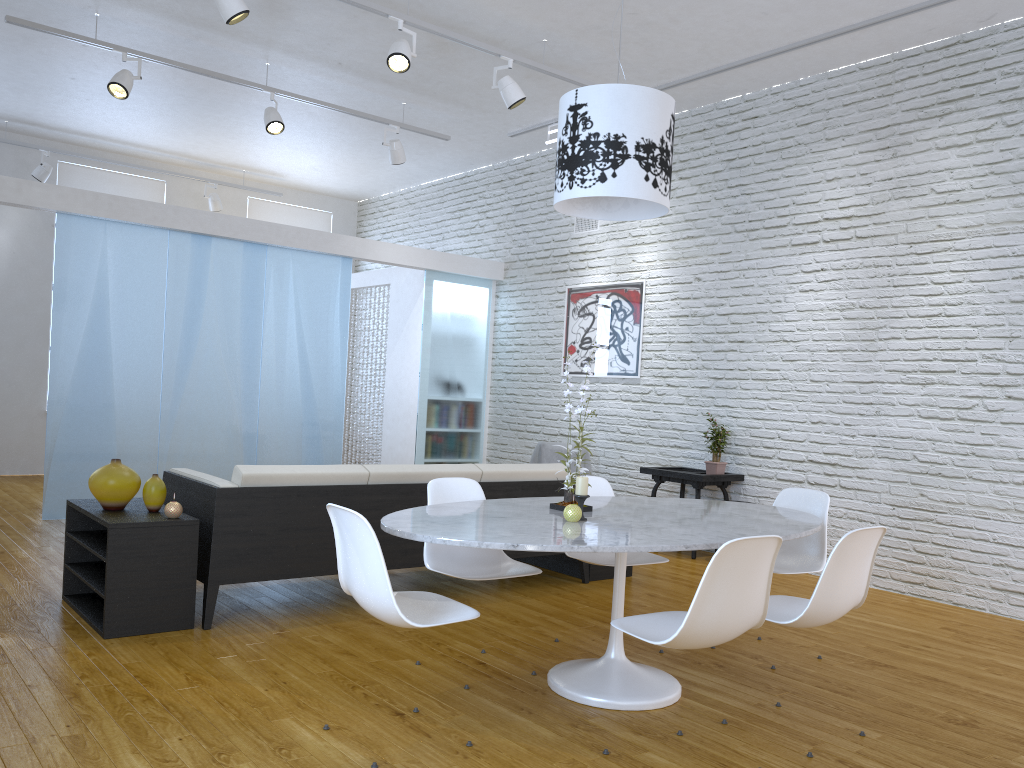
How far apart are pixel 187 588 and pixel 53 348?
3.2m

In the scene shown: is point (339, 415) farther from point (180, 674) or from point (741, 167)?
point (180, 674)

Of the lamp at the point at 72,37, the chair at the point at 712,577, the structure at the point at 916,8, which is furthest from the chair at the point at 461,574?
the lamp at the point at 72,37

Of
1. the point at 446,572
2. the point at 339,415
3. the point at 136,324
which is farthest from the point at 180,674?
the point at 339,415

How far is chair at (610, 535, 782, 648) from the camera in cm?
235

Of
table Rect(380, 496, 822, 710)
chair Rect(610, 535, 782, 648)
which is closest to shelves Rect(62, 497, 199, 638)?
table Rect(380, 496, 822, 710)

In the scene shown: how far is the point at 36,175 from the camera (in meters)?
8.15

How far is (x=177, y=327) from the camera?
6.57m

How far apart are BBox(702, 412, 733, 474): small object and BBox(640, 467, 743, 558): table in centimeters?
7cm

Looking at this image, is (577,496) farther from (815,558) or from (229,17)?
(229,17)
